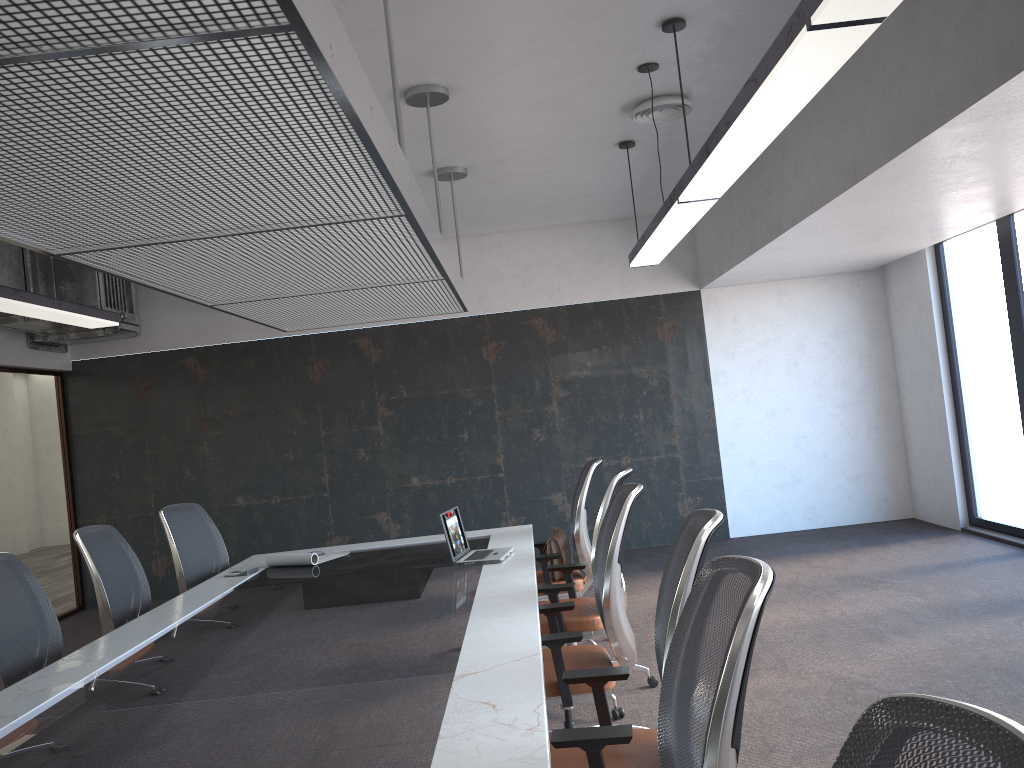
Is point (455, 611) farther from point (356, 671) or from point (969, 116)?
point (969, 116)

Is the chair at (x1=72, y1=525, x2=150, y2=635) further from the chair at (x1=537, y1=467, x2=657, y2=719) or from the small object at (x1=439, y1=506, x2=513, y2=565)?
the chair at (x1=537, y1=467, x2=657, y2=719)

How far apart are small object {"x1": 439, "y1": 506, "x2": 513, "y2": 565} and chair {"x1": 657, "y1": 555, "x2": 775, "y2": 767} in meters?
2.6 m

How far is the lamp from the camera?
2.4m

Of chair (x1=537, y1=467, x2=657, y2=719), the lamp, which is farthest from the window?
chair (x1=537, y1=467, x2=657, y2=719)

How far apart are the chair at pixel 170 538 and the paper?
0.6m

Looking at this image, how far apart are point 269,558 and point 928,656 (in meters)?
3.75

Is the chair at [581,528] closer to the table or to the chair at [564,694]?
the table

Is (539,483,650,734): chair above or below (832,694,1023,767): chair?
below

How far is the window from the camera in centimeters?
694cm
